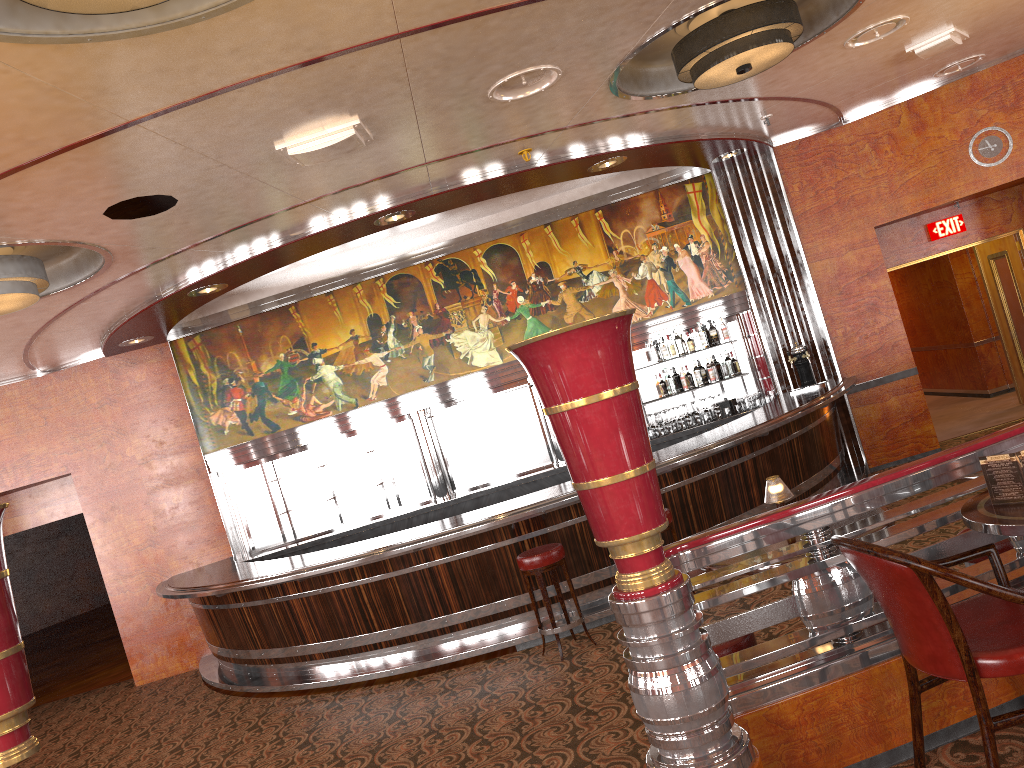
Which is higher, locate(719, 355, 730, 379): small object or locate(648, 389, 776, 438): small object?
locate(719, 355, 730, 379): small object

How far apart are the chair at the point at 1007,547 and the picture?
6.3 meters

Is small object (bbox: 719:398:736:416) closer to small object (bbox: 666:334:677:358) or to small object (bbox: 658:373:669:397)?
small object (bbox: 658:373:669:397)

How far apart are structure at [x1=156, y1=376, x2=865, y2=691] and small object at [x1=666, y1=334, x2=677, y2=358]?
1.25m

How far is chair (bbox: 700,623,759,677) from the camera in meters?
3.3 m

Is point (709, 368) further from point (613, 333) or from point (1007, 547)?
point (613, 333)

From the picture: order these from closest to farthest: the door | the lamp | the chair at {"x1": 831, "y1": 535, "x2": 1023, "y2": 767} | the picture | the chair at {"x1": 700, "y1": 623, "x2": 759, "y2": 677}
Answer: the chair at {"x1": 831, "y1": 535, "x2": 1023, "y2": 767}, the chair at {"x1": 700, "y1": 623, "x2": 759, "y2": 677}, the lamp, the picture, the door

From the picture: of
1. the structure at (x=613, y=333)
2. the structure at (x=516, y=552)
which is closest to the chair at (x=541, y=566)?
the structure at (x=516, y=552)

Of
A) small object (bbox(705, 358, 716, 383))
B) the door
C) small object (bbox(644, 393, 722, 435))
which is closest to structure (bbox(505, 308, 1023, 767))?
small object (bbox(644, 393, 722, 435))

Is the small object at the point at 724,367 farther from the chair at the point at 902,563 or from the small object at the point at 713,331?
the chair at the point at 902,563
